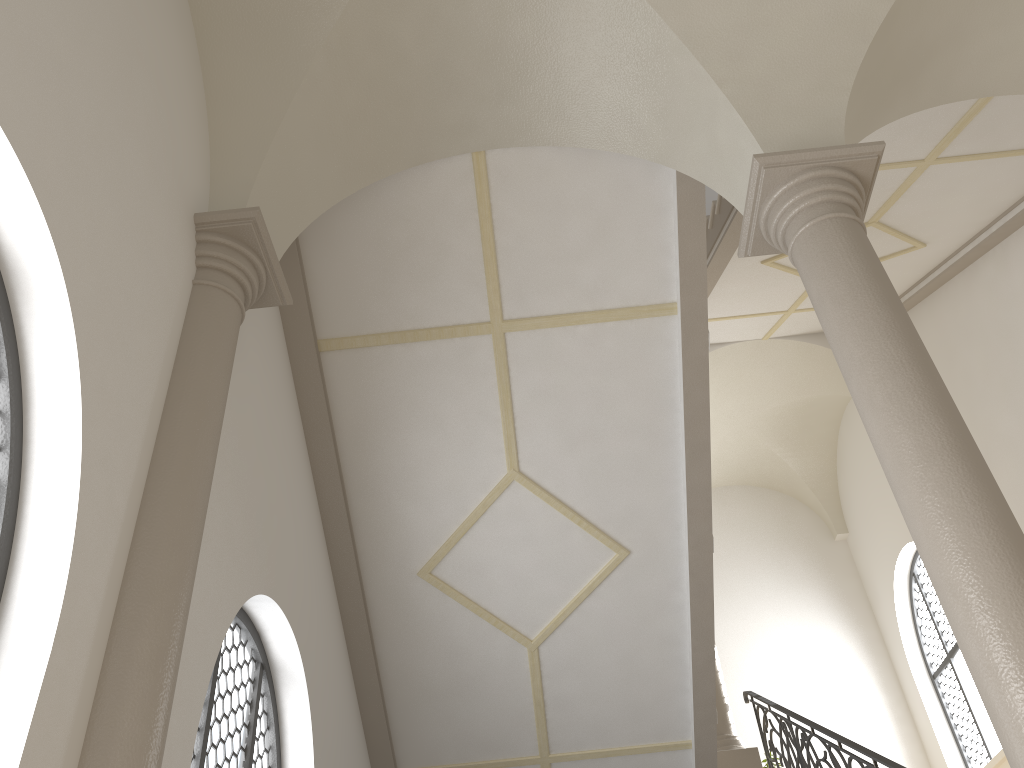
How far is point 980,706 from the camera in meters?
10.9

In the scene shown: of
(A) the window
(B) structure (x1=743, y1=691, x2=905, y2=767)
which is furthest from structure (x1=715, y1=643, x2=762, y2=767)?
(A) the window

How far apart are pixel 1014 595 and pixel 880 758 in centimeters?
308cm

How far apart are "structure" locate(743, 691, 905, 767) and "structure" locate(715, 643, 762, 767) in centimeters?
14cm

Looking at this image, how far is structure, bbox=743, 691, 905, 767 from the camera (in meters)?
5.67

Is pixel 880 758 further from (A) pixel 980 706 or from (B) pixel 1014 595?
(A) pixel 980 706

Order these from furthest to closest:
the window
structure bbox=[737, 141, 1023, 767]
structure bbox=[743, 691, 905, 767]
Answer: the window
structure bbox=[743, 691, 905, 767]
structure bbox=[737, 141, 1023, 767]

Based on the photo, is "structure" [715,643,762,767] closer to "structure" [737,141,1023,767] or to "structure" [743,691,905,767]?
"structure" [743,691,905,767]

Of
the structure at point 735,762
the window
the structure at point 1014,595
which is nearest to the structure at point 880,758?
the structure at point 735,762

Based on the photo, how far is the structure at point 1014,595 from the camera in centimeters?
313cm
